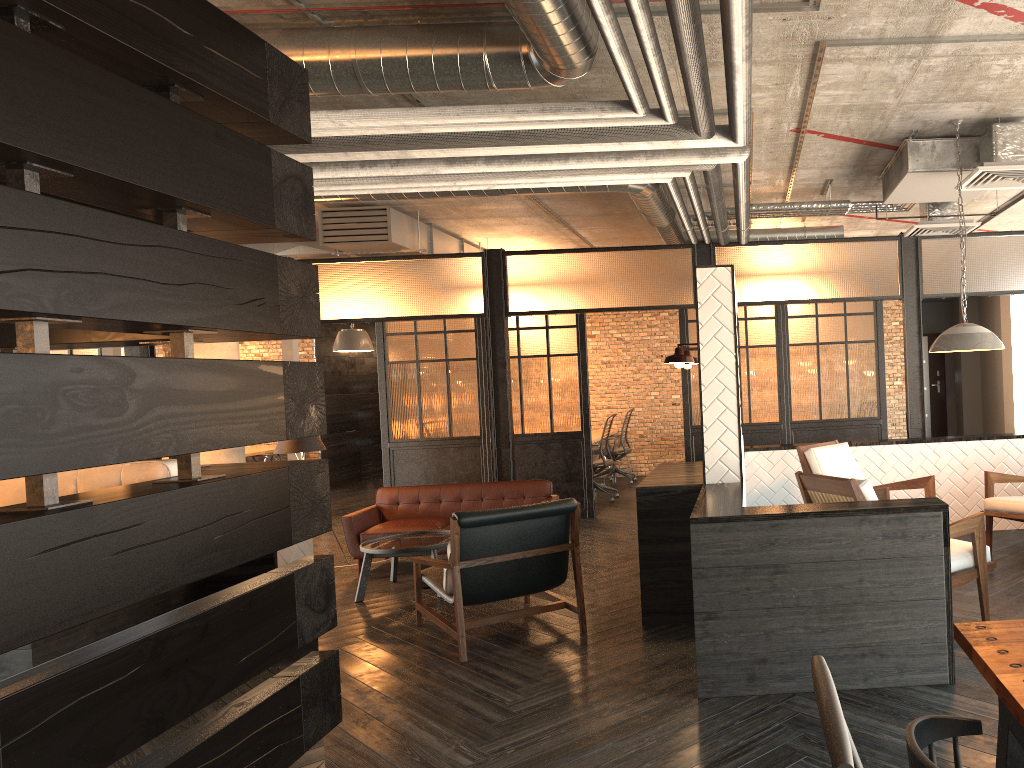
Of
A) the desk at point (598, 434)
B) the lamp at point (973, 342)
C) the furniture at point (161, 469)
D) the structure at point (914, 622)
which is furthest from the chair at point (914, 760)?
the desk at point (598, 434)

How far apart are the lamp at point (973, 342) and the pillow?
3.1m

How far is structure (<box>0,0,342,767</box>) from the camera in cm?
232

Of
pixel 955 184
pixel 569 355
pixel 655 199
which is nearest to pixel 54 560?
pixel 655 199

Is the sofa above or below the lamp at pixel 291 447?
below

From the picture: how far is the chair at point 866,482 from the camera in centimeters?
402cm

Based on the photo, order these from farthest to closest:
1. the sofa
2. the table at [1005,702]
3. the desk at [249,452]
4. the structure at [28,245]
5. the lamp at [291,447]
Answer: the desk at [249,452], the lamp at [291,447], the sofa, the structure at [28,245], the table at [1005,702]

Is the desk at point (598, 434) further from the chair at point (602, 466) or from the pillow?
the pillow

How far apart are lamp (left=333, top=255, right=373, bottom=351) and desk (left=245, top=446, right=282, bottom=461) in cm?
291

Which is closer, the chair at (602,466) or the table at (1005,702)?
the table at (1005,702)
